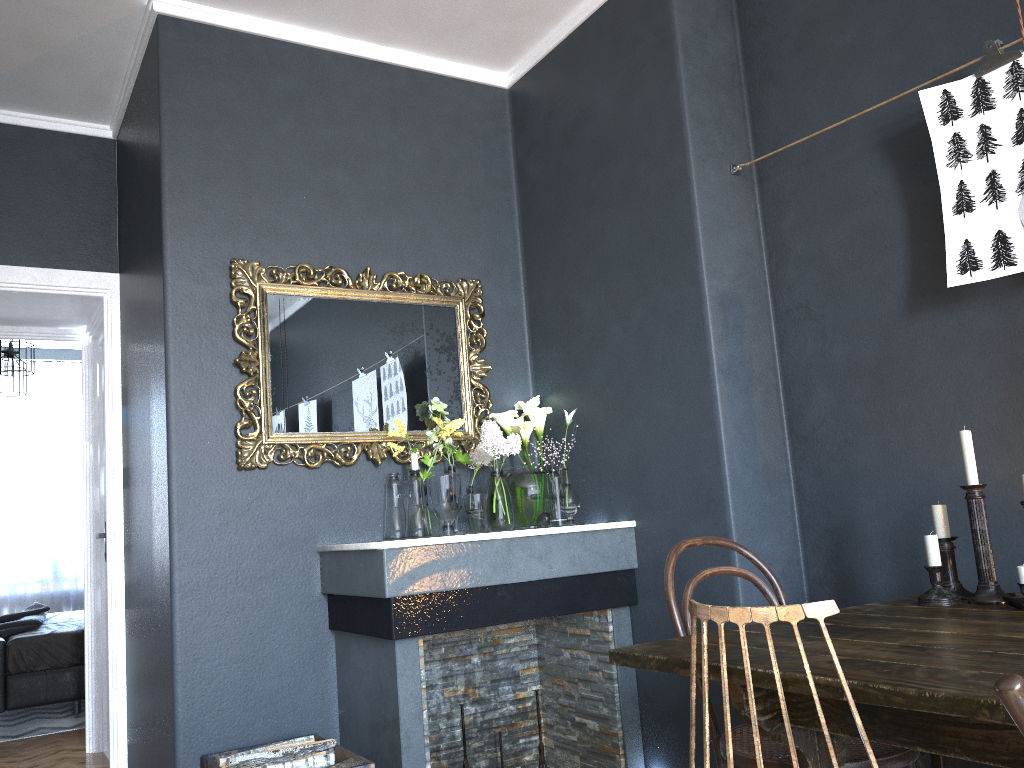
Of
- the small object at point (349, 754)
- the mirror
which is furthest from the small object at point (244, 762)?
the mirror

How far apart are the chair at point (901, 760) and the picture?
0.9m

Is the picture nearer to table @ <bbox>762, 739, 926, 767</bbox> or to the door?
table @ <bbox>762, 739, 926, 767</bbox>

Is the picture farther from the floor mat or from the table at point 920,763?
the floor mat

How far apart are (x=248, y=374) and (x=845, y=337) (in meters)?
2.06

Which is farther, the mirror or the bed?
the bed

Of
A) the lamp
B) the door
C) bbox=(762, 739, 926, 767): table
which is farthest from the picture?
the lamp

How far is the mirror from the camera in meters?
3.2

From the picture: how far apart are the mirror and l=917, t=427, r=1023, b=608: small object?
1.84m

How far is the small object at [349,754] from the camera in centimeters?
275cm
